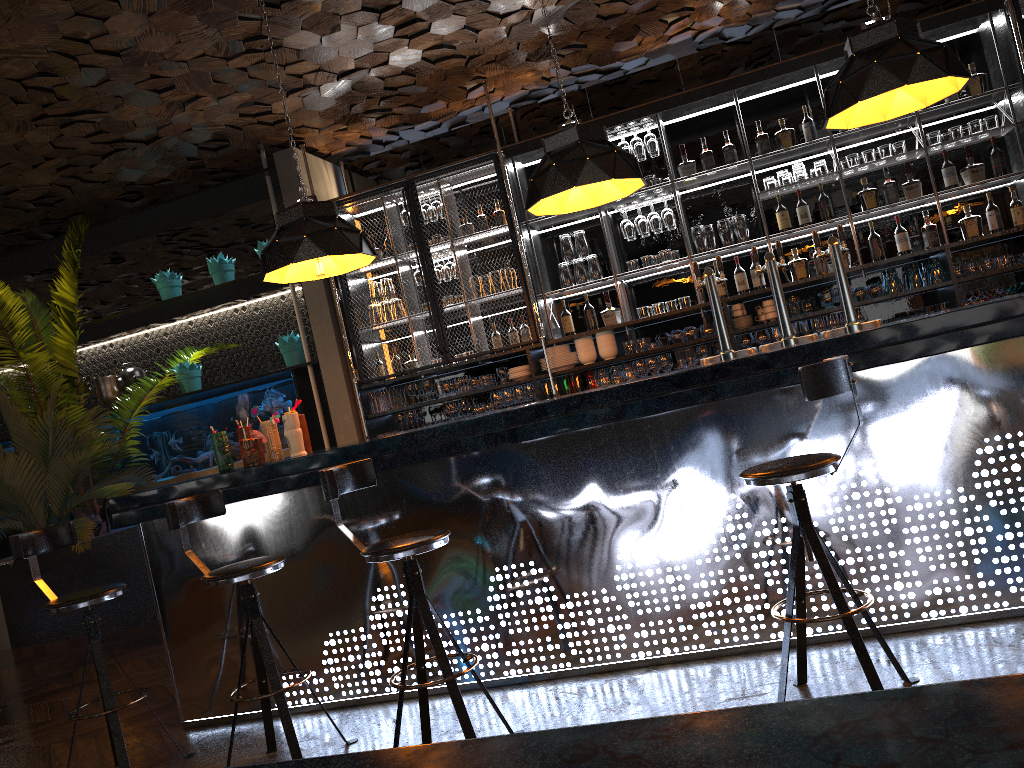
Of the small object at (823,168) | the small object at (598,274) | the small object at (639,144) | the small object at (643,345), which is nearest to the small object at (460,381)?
the small object at (598,274)

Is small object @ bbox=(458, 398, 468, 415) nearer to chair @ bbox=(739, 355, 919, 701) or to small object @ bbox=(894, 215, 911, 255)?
small object @ bbox=(894, 215, 911, 255)

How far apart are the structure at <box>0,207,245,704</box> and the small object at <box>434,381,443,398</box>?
2.4 meters

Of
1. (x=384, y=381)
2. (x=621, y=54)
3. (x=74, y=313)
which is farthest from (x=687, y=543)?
(x=74, y=313)

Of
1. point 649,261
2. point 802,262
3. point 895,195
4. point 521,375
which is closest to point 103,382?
point 521,375

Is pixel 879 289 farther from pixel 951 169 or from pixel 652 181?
pixel 652 181

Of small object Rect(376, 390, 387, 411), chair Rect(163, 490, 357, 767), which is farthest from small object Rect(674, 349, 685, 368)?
chair Rect(163, 490, 357, 767)

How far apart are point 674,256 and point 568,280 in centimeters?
82cm

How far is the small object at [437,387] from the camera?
7.00m

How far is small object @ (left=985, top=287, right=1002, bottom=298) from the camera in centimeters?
591cm
